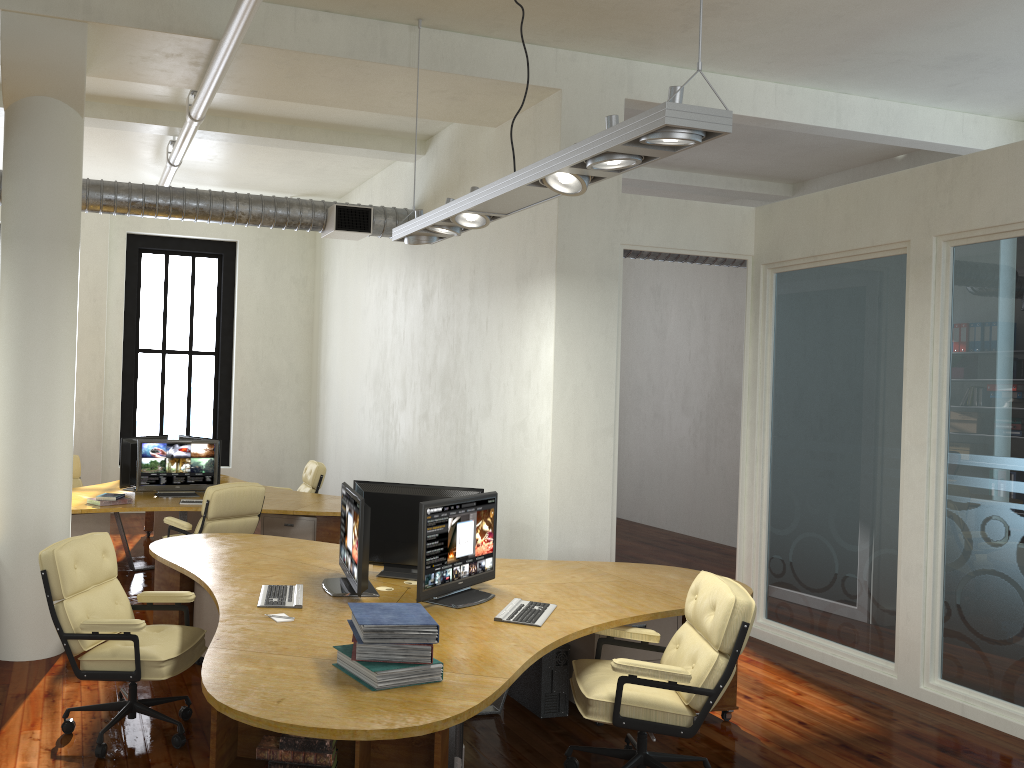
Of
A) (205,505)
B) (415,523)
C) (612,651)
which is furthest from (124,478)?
(612,651)

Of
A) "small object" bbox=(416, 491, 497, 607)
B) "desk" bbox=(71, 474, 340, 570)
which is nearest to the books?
"small object" bbox=(416, 491, 497, 607)

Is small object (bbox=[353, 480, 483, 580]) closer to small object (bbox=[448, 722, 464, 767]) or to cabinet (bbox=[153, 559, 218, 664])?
cabinet (bbox=[153, 559, 218, 664])

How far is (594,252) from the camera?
6.69m

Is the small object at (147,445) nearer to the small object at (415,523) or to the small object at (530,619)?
the small object at (415,523)

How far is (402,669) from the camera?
3.3 meters

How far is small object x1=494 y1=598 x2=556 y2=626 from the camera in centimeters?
435cm

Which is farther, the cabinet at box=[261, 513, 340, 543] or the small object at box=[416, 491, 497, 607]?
the cabinet at box=[261, 513, 340, 543]

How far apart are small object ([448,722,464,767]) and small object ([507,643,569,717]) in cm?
122

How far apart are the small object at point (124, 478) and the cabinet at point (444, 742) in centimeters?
560cm
